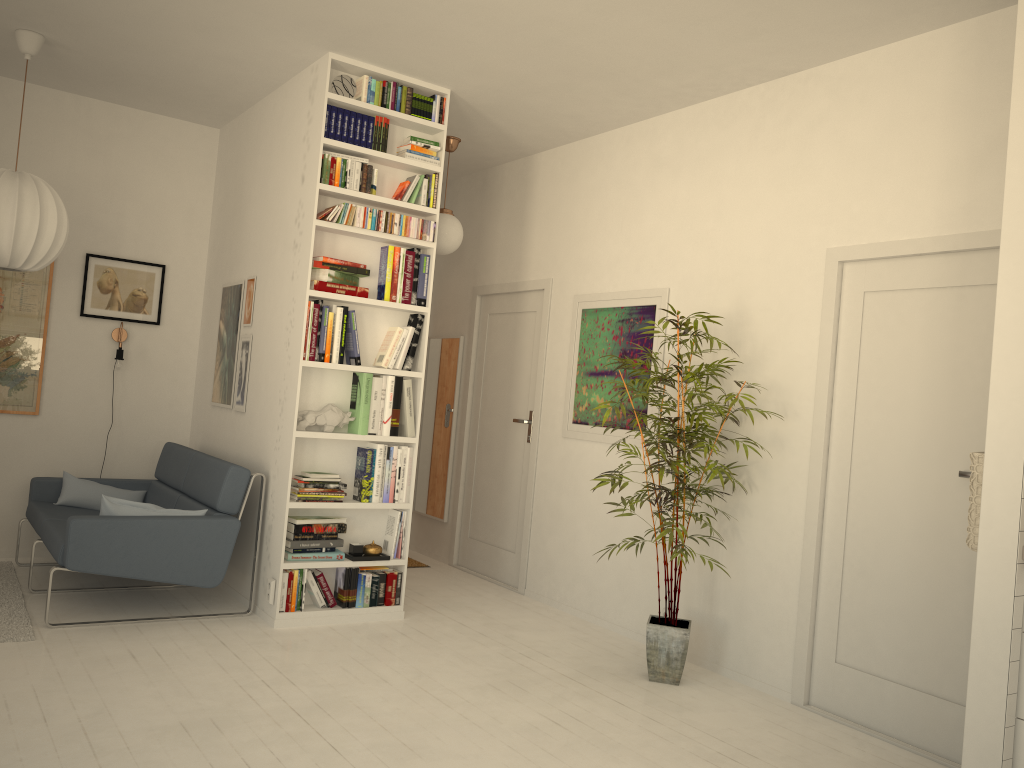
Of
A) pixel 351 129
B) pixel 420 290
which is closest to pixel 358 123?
pixel 351 129

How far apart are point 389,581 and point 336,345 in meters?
1.3 m

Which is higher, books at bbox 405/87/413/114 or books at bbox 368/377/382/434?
books at bbox 405/87/413/114

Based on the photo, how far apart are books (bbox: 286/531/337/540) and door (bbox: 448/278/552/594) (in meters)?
1.48

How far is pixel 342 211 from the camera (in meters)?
4.51

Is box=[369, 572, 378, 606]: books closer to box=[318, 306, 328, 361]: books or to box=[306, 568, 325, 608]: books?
box=[306, 568, 325, 608]: books

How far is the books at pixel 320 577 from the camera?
4.6m

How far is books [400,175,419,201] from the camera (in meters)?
4.76

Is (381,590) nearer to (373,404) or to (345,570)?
(345,570)

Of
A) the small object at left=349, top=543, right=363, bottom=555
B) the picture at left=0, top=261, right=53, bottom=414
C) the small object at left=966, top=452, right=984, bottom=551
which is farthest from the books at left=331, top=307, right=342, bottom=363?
the small object at left=966, top=452, right=984, bottom=551
